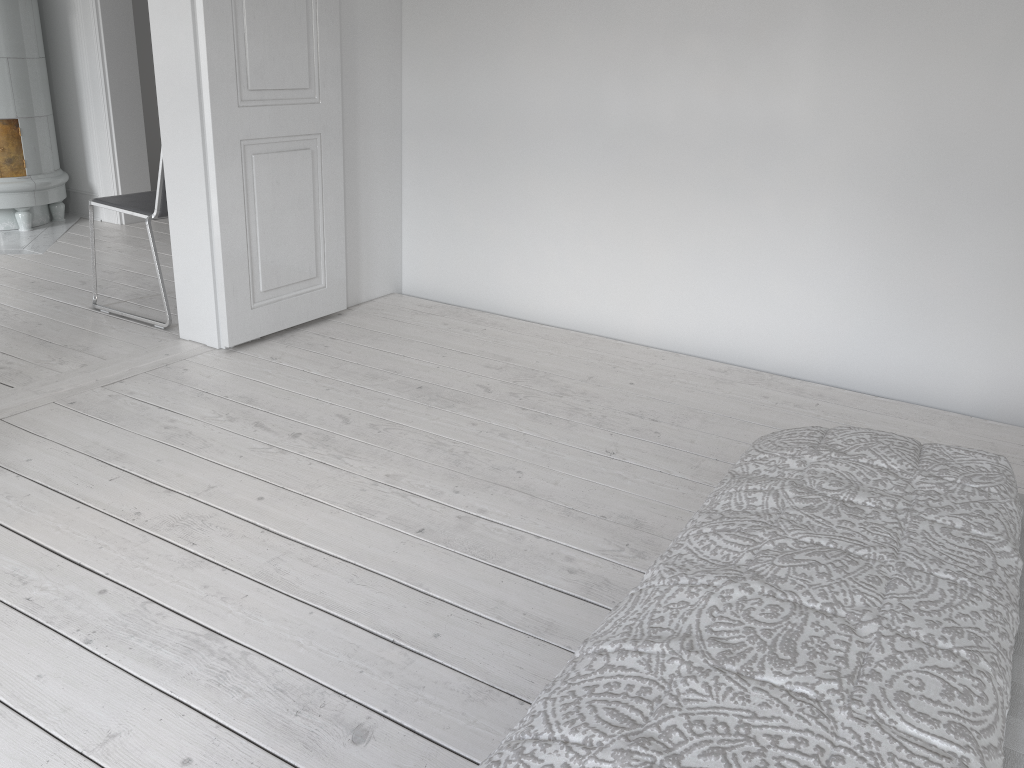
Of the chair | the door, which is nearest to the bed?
the door

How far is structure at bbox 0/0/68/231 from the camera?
4.8 meters

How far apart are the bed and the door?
2.84m

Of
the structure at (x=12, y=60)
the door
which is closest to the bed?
the door

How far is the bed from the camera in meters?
0.8 m

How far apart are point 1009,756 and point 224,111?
2.98m

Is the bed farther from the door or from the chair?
the chair

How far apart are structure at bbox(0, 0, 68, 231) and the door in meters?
2.4 m

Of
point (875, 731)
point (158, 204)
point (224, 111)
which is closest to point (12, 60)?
point (158, 204)

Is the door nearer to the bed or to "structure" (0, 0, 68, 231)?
"structure" (0, 0, 68, 231)
